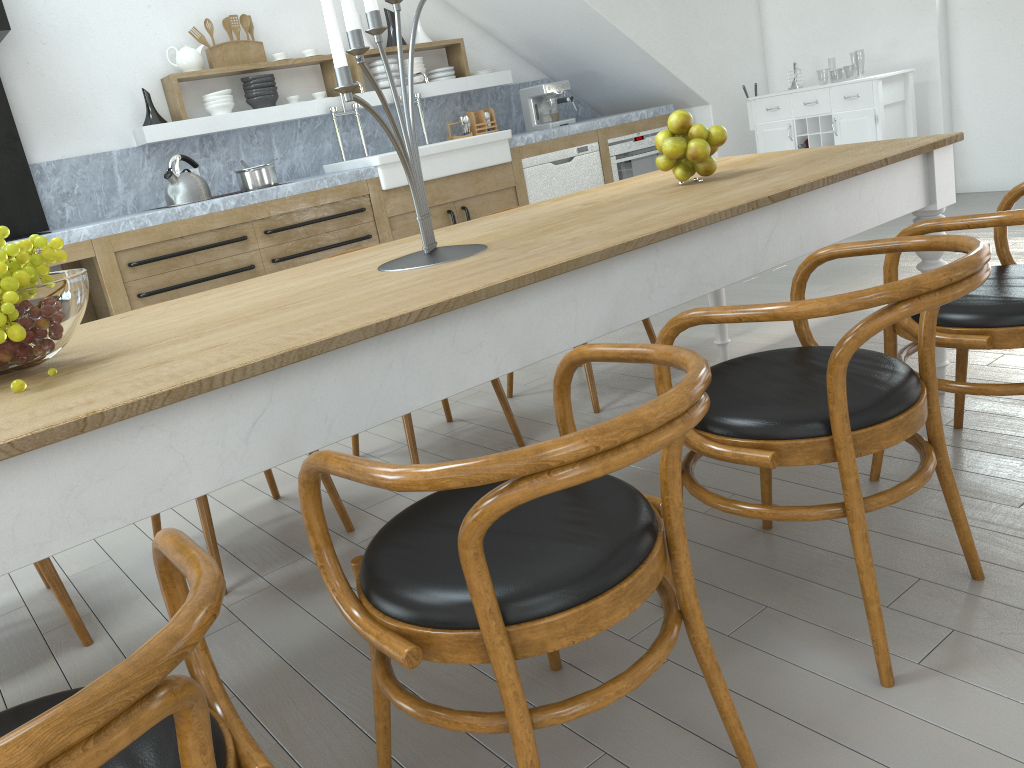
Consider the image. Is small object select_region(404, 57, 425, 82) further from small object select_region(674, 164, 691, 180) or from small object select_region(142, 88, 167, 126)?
small object select_region(674, 164, 691, 180)

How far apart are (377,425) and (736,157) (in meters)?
2.10

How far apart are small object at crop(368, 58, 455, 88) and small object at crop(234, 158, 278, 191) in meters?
1.3 m

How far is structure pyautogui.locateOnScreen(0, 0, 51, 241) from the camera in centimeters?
476cm

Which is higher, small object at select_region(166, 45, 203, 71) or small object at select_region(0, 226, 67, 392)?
small object at select_region(166, 45, 203, 71)

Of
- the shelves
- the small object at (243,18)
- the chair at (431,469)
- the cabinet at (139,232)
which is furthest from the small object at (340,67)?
A: the small object at (243,18)

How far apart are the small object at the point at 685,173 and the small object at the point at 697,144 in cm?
5

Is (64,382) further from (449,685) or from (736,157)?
(736,157)

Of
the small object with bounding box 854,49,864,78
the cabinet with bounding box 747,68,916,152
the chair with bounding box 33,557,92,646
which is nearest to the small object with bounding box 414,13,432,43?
the cabinet with bounding box 747,68,916,152

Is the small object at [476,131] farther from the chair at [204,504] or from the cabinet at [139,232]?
the chair at [204,504]
